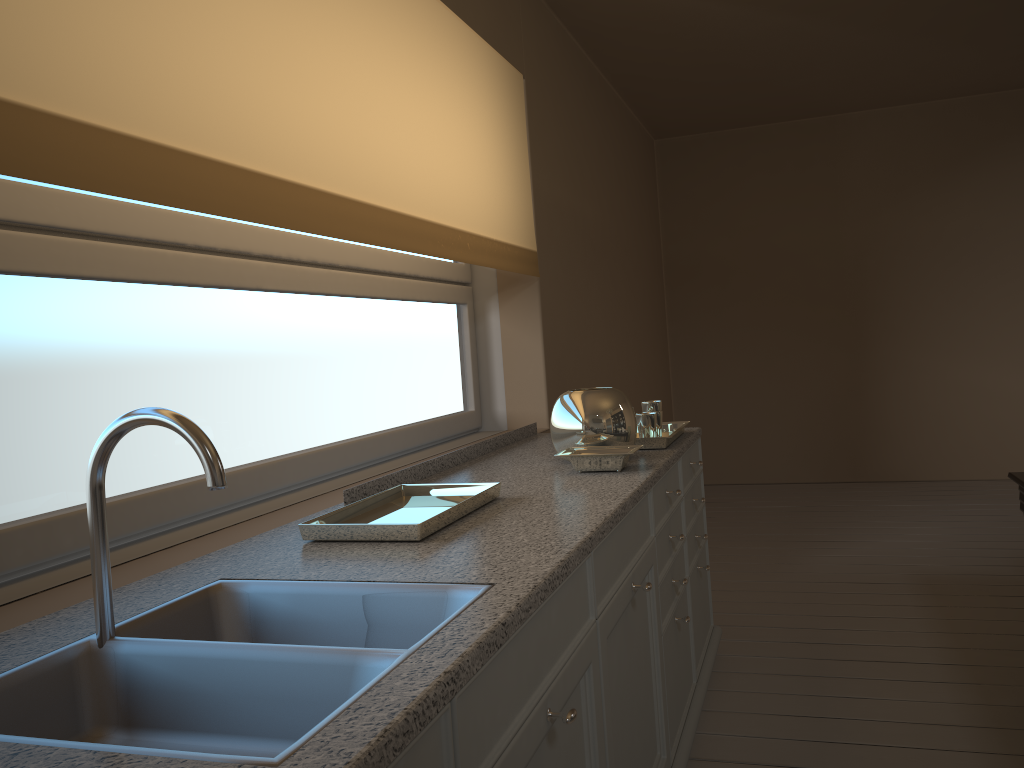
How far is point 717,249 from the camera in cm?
643

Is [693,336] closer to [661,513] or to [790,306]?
[790,306]

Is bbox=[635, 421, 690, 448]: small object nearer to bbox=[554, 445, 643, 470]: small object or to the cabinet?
the cabinet

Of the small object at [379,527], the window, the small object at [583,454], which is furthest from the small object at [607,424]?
the window

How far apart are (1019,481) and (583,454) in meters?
1.3 m

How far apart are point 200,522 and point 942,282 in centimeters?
552cm

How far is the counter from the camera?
0.8m

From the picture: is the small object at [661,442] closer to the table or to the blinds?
the blinds

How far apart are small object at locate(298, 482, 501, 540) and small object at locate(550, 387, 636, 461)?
0.5 meters

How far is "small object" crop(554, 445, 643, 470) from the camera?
2.2 meters
